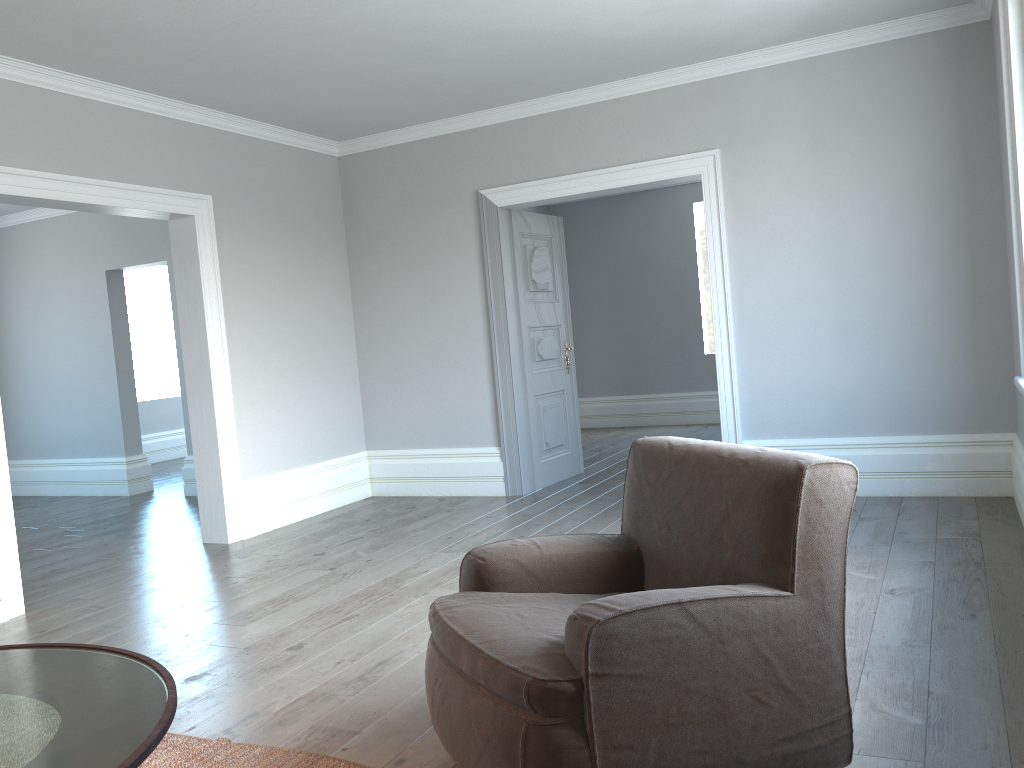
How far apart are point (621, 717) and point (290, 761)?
1.1 meters

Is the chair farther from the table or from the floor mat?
the table

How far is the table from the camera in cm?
154

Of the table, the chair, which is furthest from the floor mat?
the table

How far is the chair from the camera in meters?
1.9

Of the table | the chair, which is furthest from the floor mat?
the table

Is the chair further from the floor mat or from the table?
the table

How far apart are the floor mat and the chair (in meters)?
0.39

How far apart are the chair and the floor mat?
0.4 meters

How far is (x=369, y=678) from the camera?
3.09m
